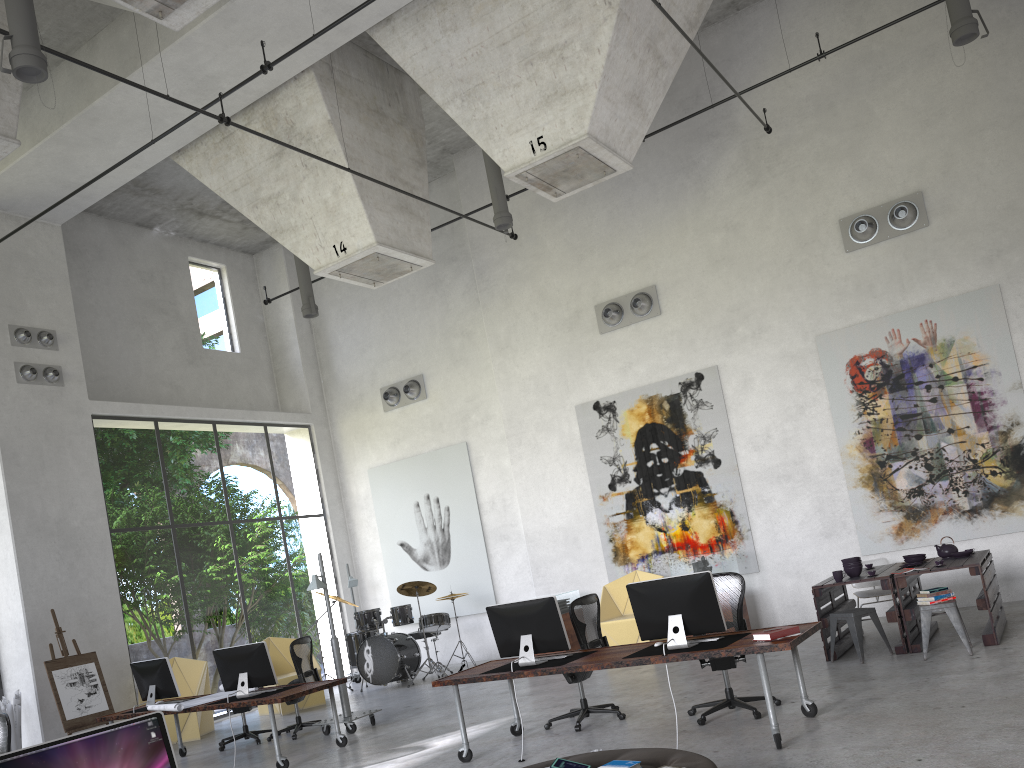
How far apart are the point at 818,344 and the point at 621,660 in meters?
7.0

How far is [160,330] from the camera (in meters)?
15.51

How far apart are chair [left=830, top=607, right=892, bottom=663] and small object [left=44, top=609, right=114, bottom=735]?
8.83m

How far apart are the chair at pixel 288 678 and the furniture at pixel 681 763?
8.68m

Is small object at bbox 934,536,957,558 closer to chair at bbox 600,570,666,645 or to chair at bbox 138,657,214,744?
chair at bbox 600,570,666,645

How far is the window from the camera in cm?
2767

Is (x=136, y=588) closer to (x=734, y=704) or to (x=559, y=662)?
(x=559, y=662)

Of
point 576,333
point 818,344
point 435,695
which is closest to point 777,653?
point 818,344

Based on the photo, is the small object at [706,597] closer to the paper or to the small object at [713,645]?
the small object at [713,645]

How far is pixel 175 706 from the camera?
9.0 meters
